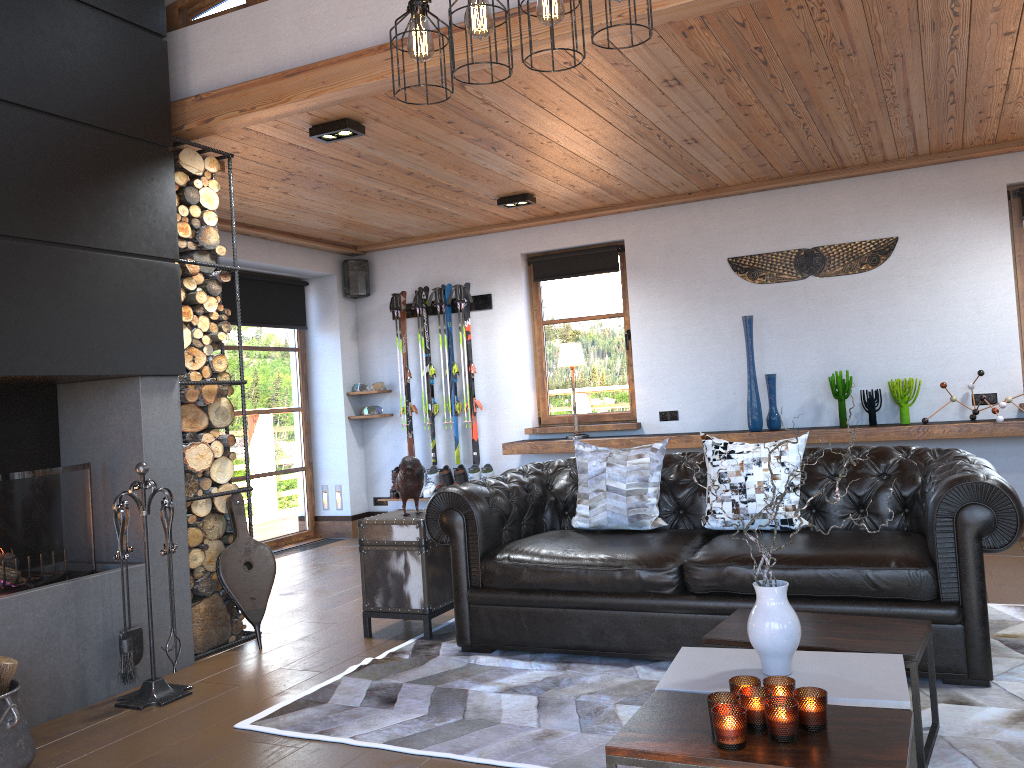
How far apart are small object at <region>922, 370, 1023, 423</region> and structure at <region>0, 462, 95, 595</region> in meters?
5.2 m

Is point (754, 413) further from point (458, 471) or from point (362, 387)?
point (362, 387)

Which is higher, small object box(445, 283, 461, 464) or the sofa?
small object box(445, 283, 461, 464)

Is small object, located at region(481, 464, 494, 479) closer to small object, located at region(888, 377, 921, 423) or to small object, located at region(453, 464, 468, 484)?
small object, located at region(453, 464, 468, 484)

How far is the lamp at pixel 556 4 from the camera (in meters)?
2.52

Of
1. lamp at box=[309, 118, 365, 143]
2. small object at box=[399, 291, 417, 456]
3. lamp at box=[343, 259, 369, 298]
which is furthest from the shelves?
lamp at box=[309, 118, 365, 143]

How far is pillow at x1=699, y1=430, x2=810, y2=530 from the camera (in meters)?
4.04

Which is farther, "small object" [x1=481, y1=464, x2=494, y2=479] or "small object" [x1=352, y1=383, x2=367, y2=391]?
"small object" [x1=352, y1=383, x2=367, y2=391]

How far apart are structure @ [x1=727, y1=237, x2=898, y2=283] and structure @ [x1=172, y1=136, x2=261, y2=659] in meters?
3.8 m

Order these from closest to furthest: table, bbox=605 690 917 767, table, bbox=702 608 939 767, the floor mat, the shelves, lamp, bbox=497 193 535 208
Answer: table, bbox=605 690 917 767 → table, bbox=702 608 939 767 → the floor mat → the shelves → lamp, bbox=497 193 535 208
